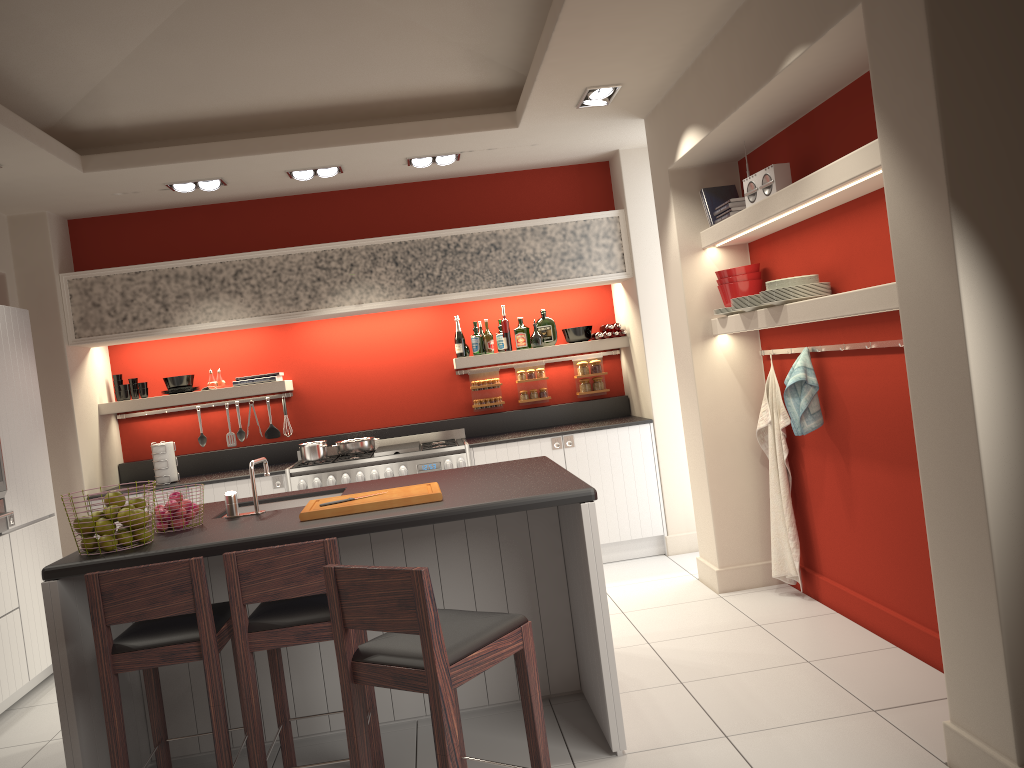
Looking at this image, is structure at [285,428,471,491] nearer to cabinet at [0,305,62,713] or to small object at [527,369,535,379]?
small object at [527,369,535,379]

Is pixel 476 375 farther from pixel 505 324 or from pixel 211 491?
pixel 211 491

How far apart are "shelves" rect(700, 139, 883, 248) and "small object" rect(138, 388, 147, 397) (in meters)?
4.27

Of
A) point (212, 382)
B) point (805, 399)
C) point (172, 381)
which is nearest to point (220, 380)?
point (212, 382)

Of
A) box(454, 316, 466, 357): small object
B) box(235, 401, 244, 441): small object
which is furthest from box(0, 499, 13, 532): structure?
box(454, 316, 466, 357): small object

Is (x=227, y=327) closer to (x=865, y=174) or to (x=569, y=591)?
(x=569, y=591)

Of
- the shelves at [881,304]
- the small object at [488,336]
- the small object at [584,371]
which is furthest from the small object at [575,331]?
the shelves at [881,304]

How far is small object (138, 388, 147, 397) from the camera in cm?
670

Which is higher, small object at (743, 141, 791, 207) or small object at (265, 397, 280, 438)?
small object at (743, 141, 791, 207)

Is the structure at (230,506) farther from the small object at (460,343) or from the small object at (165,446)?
the small object at (460,343)
